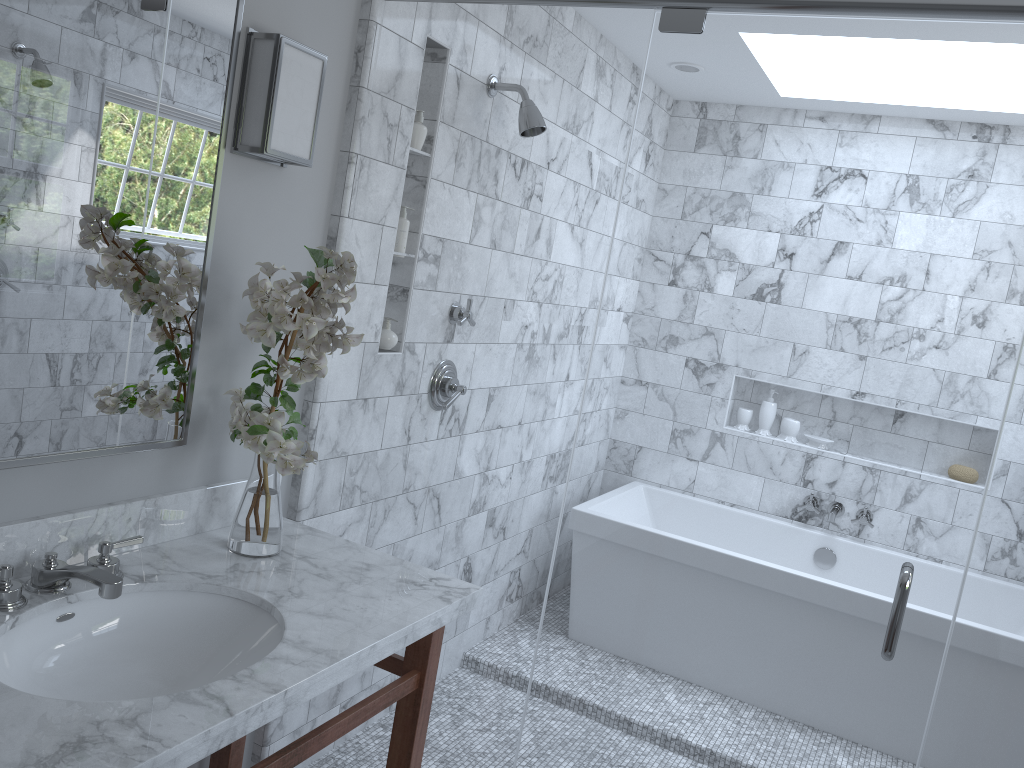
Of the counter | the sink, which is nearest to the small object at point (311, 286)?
the counter

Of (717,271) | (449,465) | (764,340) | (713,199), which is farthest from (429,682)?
(713,199)

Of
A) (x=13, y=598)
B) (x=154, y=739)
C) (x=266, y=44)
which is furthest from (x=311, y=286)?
(x=154, y=739)

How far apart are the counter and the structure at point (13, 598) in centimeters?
1cm

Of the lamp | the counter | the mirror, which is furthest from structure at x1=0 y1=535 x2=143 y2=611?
the lamp

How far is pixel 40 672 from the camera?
1.6m

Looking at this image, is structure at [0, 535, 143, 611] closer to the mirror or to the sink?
the sink

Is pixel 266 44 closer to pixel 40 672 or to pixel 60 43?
pixel 60 43

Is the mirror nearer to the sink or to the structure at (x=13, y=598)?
the structure at (x=13, y=598)

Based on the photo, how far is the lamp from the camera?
1.9m
